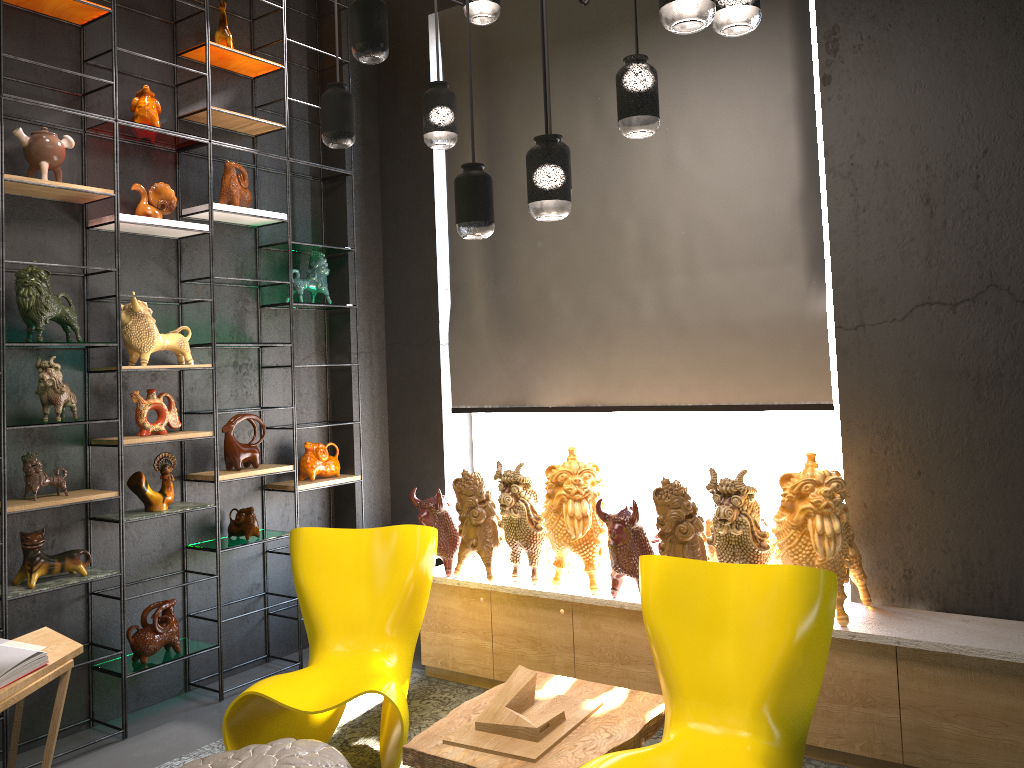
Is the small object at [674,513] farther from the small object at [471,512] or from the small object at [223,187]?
the small object at [223,187]

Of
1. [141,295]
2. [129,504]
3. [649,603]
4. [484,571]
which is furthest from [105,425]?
[649,603]

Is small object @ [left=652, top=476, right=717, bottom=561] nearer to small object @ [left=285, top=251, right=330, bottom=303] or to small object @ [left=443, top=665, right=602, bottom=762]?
small object @ [left=443, top=665, right=602, bottom=762]

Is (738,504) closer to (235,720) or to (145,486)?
(235,720)

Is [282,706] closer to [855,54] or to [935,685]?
[935,685]

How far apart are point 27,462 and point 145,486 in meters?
0.5

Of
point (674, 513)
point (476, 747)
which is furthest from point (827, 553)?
point (476, 747)

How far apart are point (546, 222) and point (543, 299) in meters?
0.4

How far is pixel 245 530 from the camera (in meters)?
4.58

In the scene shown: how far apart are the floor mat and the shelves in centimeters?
42cm
